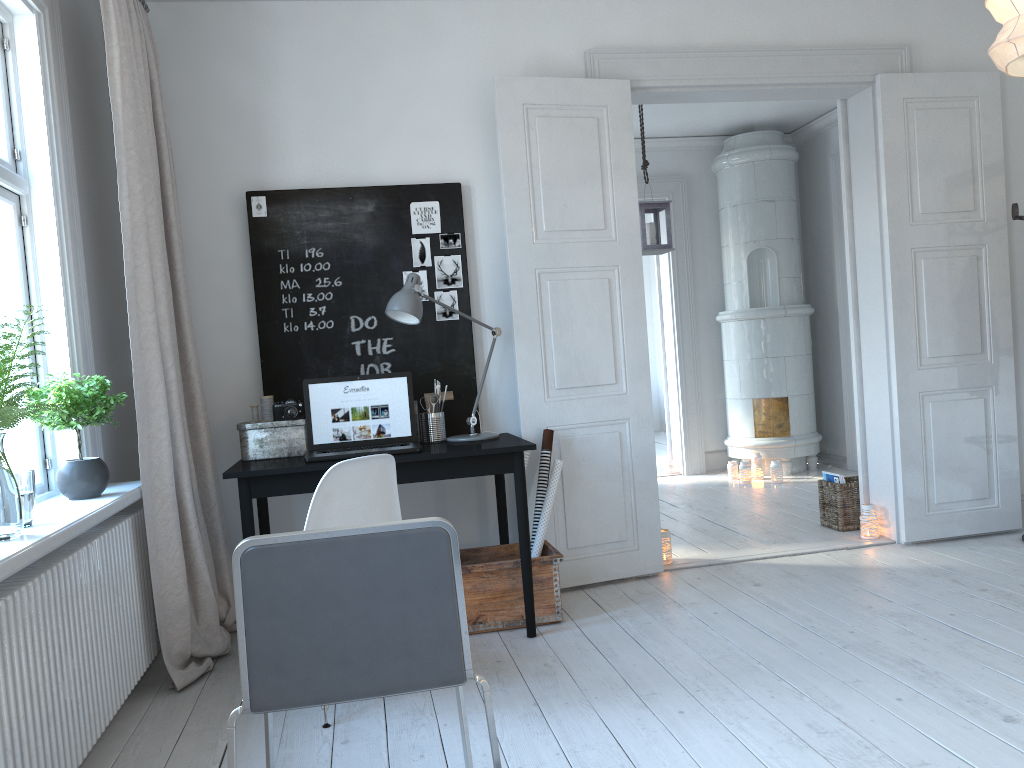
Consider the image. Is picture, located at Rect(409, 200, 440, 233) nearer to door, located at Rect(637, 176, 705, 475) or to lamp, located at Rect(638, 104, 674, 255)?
lamp, located at Rect(638, 104, 674, 255)

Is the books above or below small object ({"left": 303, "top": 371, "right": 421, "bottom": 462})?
below

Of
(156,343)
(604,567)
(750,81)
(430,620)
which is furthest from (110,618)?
(750,81)

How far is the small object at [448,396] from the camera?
3.9m

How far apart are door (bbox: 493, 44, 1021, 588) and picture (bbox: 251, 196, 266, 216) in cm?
107

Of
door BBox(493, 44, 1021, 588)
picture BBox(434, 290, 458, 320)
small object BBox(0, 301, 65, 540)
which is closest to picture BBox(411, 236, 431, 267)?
picture BBox(434, 290, 458, 320)

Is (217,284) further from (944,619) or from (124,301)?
(944,619)

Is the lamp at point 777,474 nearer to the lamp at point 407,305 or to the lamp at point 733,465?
the lamp at point 733,465

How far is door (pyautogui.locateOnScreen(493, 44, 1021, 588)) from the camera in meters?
4.0 m

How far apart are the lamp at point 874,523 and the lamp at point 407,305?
2.18m
